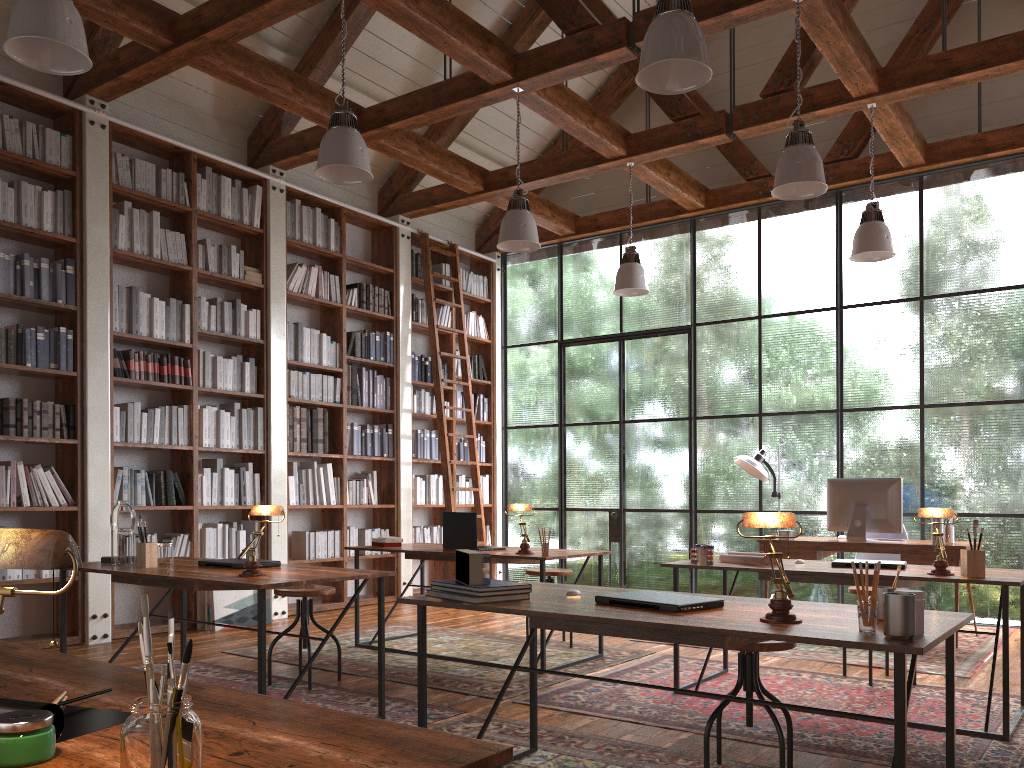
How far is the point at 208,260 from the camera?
6.7 meters

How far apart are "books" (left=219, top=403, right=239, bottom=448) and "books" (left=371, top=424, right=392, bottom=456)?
1.66m

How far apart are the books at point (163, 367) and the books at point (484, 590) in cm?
420

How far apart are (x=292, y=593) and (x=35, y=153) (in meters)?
3.50

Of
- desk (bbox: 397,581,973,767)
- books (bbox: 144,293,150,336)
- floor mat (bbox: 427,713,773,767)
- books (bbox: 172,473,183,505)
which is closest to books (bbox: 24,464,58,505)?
books (bbox: 172,473,183,505)

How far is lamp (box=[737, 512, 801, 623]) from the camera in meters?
2.2 m

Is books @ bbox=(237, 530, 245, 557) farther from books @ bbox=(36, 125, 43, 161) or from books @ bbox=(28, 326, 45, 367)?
books @ bbox=(36, 125, 43, 161)

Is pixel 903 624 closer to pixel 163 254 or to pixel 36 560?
pixel 36 560

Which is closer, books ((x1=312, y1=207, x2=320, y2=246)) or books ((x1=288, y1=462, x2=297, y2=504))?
books ((x1=288, y1=462, x2=297, y2=504))

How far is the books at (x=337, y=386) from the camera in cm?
766
